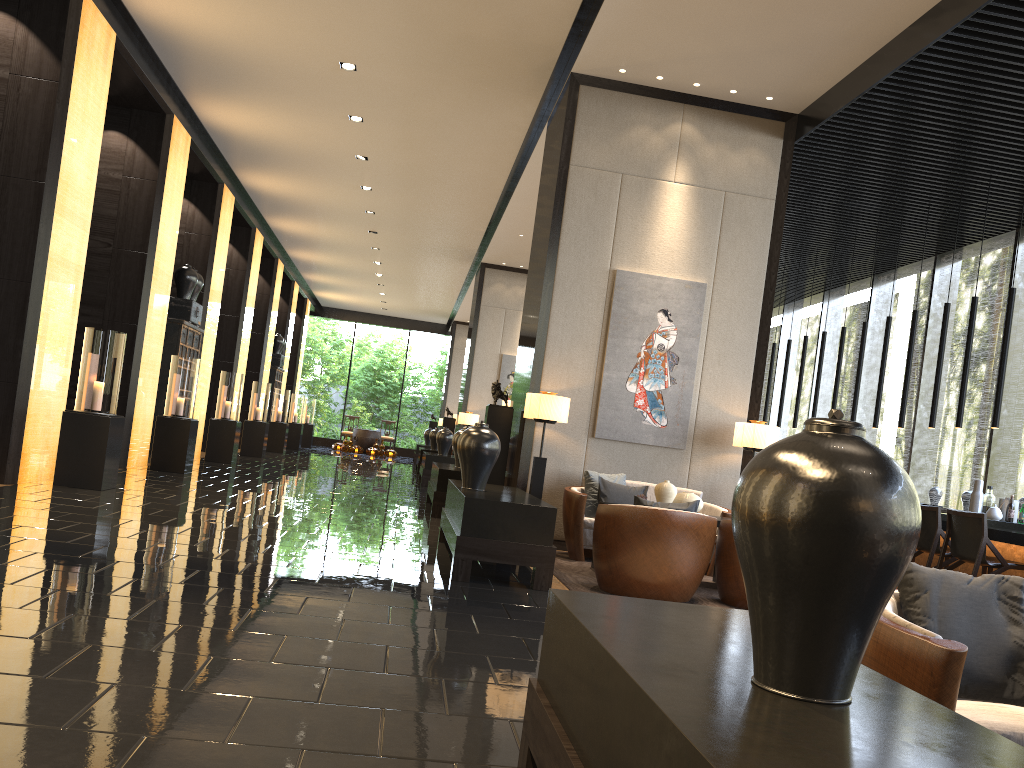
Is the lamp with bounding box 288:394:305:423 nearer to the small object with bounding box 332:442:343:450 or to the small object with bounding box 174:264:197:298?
the small object with bounding box 332:442:343:450

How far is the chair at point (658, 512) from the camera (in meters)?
5.43

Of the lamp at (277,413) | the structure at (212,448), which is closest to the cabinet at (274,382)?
the lamp at (277,413)

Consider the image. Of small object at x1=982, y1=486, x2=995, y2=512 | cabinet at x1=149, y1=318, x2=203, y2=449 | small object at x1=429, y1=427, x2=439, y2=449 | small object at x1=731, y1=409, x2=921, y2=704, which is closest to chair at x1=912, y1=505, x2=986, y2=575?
small object at x1=982, y1=486, x2=995, y2=512

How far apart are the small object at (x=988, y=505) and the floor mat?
3.0m

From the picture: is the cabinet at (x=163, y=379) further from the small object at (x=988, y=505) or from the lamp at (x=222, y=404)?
the small object at (x=988, y=505)

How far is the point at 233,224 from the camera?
16.07m

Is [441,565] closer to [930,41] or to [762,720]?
[762,720]

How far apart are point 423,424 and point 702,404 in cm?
2414

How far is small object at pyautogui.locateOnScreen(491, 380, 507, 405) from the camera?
8.3m
